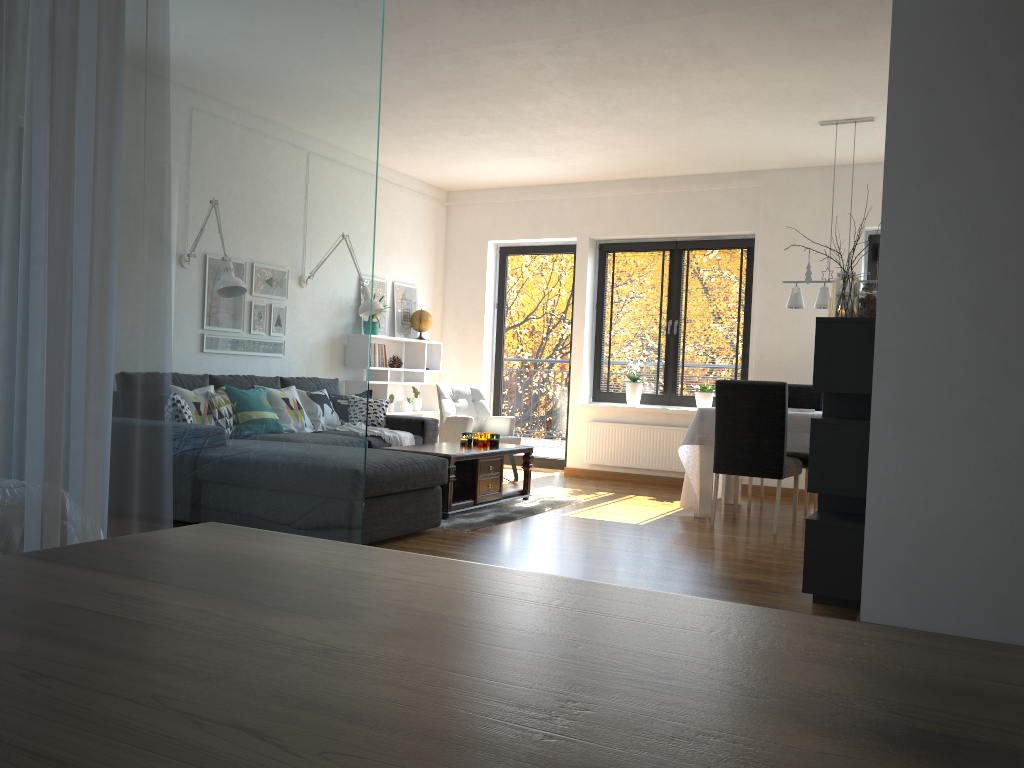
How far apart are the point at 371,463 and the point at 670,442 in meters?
4.0

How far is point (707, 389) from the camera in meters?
7.8

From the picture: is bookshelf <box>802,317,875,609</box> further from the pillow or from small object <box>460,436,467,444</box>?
the pillow

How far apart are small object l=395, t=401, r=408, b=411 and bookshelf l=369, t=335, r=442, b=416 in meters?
0.2

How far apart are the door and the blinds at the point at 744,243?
1.09m

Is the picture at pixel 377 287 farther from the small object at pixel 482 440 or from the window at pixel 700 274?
the small object at pixel 482 440

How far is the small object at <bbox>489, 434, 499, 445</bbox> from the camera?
6.3m

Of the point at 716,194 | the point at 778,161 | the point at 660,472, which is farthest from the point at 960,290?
the point at 660,472

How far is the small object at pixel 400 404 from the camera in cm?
818

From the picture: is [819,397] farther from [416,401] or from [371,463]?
[371,463]
